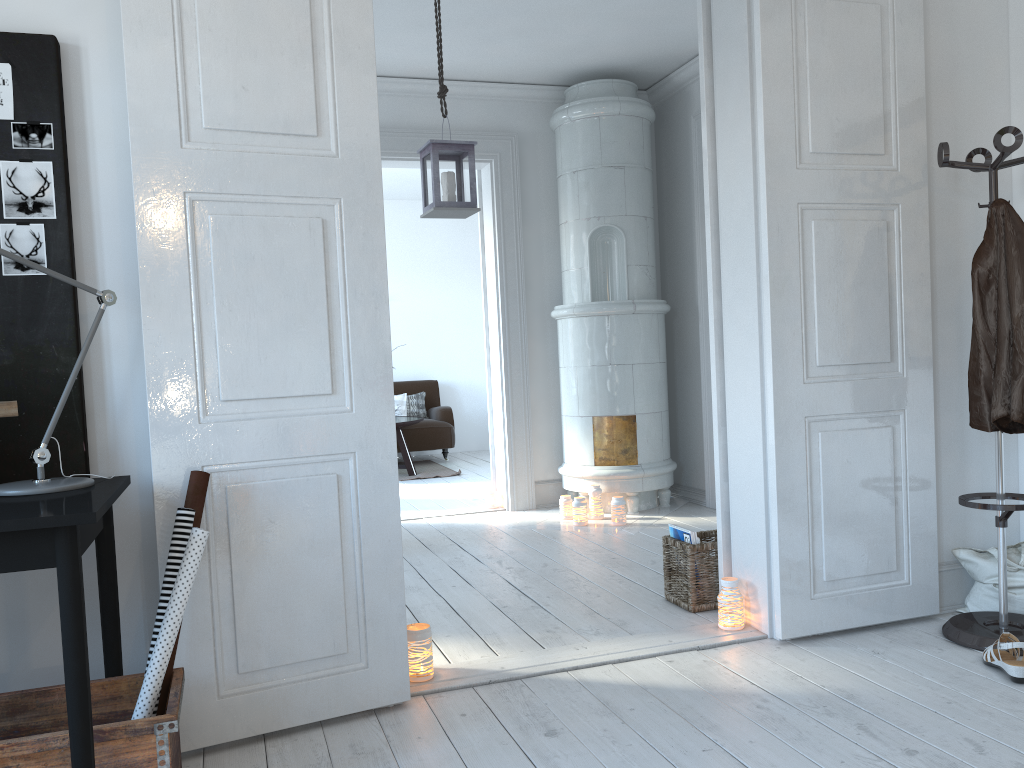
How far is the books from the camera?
3.4 meters

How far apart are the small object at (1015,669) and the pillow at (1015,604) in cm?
40

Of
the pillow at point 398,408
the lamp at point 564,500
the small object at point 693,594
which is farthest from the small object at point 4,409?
the pillow at point 398,408

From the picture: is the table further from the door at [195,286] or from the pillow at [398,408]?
the door at [195,286]

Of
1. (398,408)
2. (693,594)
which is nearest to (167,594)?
(693,594)

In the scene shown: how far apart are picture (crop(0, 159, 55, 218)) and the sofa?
6.5 meters

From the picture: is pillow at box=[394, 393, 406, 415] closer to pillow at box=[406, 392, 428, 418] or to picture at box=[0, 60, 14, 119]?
pillow at box=[406, 392, 428, 418]

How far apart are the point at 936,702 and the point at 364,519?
1.68m

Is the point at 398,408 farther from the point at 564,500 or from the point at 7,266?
the point at 7,266

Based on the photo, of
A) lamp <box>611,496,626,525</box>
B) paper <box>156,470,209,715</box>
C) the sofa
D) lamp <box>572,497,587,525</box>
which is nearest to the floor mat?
the sofa
